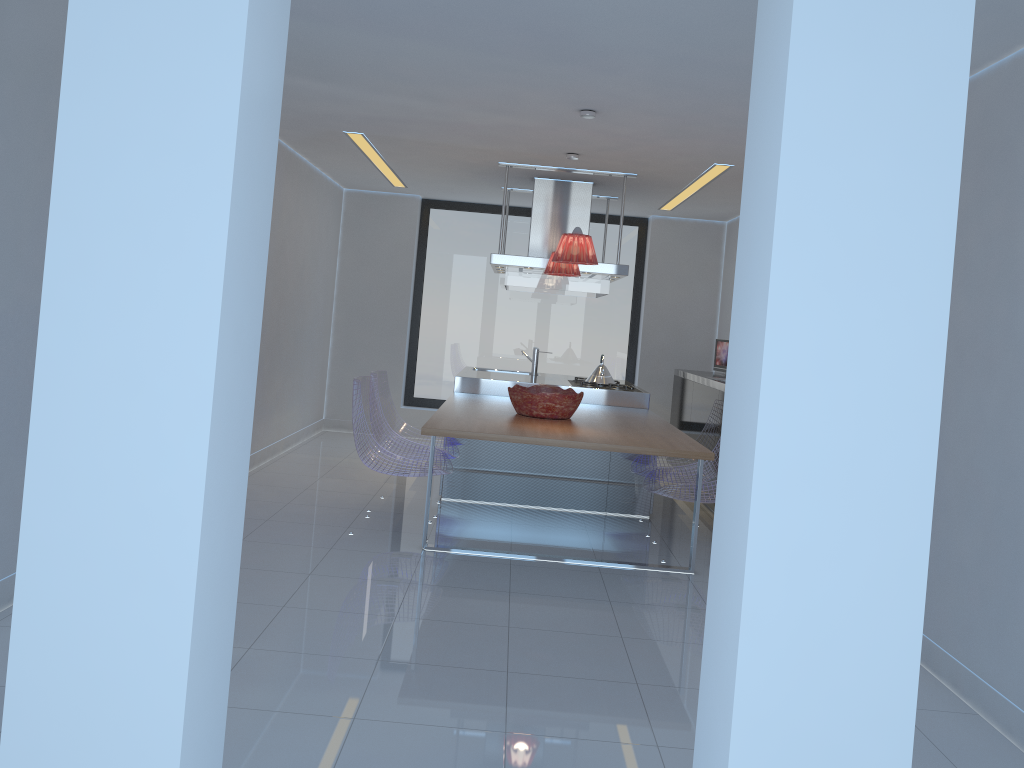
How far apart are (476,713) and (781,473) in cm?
201

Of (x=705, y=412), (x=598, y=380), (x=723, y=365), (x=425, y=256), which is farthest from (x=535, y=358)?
(x=425, y=256)

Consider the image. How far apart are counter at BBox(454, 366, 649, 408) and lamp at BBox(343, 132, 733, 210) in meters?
1.7 m

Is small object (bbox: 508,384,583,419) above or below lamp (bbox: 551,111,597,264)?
below

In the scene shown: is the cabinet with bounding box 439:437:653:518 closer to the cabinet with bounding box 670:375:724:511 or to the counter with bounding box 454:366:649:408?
the counter with bounding box 454:366:649:408

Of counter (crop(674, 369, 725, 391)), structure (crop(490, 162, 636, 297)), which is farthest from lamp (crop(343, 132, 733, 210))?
counter (crop(674, 369, 725, 391))

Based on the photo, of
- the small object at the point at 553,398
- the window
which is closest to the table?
the small object at the point at 553,398

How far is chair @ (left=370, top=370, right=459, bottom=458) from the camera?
6.0m

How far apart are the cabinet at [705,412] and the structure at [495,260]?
1.1 meters

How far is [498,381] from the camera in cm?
676
